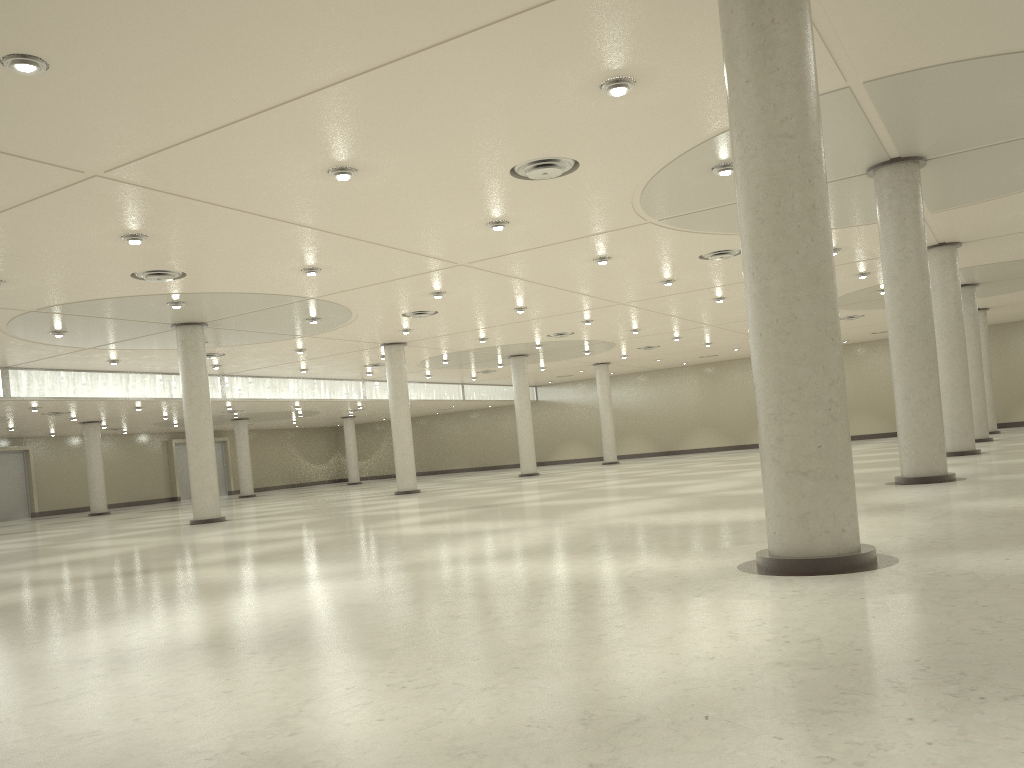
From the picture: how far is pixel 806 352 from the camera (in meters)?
16.59
